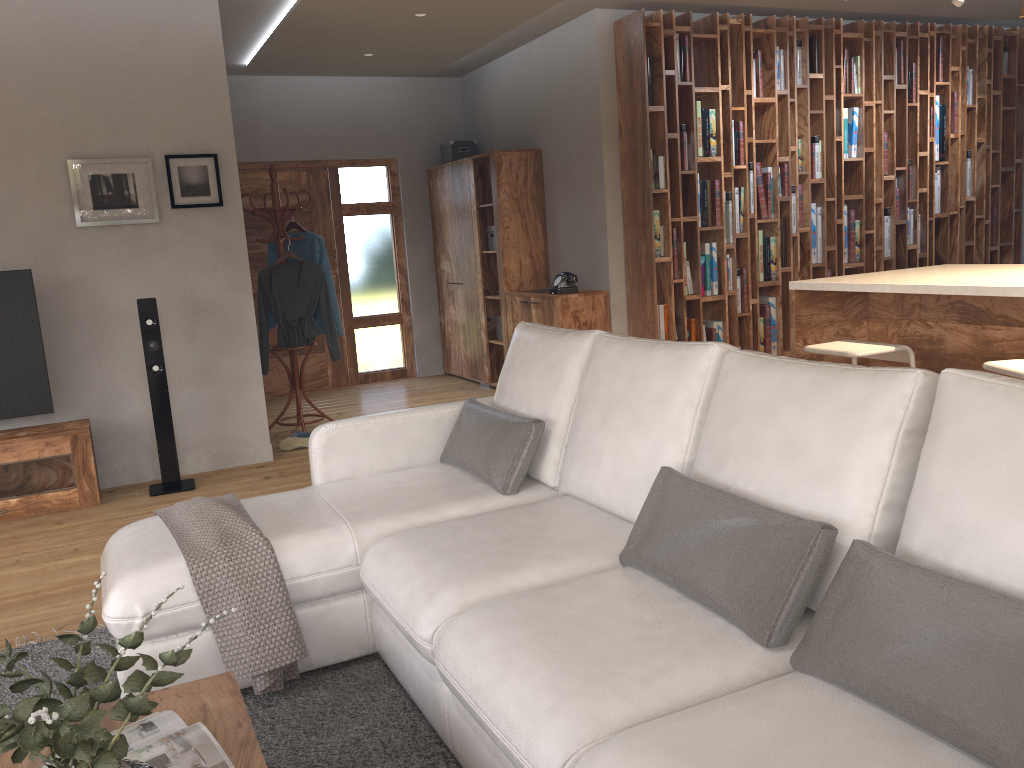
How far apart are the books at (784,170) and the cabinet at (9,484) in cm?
499

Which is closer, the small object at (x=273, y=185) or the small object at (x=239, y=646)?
the small object at (x=239, y=646)

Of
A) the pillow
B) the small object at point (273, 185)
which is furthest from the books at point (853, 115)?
the pillow

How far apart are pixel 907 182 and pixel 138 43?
5.70m

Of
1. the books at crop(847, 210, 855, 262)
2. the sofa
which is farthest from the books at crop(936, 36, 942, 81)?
the sofa

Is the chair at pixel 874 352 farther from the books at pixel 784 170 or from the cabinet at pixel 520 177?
the cabinet at pixel 520 177

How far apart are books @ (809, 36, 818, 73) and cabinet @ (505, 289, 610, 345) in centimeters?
233cm

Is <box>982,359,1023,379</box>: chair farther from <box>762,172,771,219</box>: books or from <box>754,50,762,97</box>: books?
<box>754,50,762,97</box>: books

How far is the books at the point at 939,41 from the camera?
7.10m

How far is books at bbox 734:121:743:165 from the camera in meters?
6.4 m
